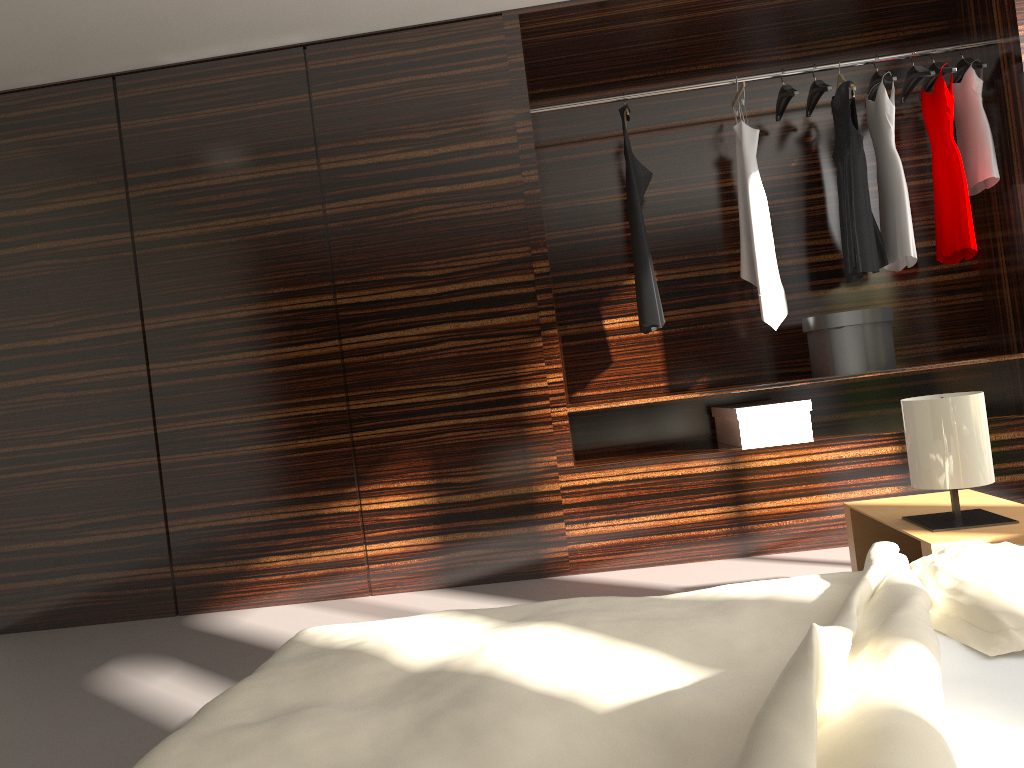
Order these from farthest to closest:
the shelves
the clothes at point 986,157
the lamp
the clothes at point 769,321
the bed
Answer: the clothes at point 769,321
the clothes at point 986,157
the shelves
the lamp
the bed

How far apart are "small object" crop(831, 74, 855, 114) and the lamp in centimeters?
207cm

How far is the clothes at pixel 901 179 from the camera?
3.8m

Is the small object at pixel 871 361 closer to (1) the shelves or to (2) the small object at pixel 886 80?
(1) the shelves

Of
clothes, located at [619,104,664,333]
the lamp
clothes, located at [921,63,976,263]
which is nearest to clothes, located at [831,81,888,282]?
clothes, located at [921,63,976,263]

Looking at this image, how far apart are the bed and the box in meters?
2.0 m

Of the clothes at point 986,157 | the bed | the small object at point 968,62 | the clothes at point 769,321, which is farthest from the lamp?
the small object at point 968,62

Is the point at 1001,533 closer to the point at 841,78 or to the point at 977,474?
the point at 977,474

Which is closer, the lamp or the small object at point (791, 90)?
the lamp

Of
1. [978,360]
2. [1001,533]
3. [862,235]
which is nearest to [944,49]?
[862,235]
